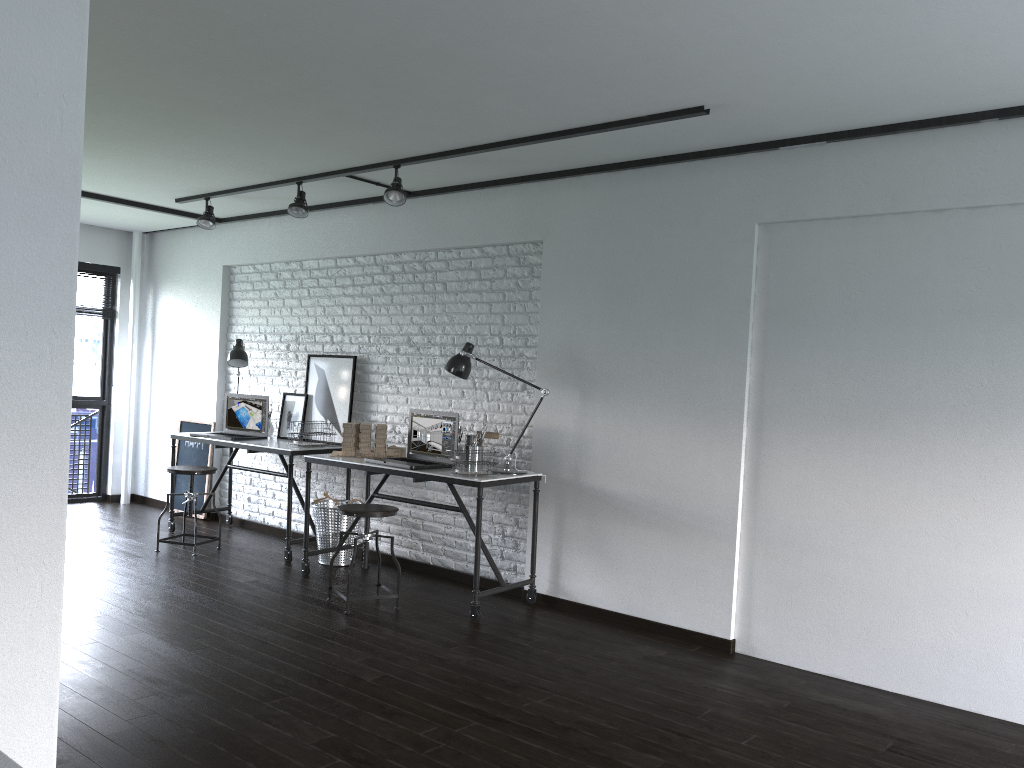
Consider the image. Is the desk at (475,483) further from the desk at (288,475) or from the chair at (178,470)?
the chair at (178,470)

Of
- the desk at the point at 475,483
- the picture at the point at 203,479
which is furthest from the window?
the desk at the point at 475,483

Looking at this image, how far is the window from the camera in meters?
7.6

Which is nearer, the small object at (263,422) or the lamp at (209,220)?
the lamp at (209,220)

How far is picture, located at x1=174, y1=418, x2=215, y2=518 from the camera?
7.1m

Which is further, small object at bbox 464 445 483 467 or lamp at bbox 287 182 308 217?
lamp at bbox 287 182 308 217

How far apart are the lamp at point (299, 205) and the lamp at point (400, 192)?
0.8m

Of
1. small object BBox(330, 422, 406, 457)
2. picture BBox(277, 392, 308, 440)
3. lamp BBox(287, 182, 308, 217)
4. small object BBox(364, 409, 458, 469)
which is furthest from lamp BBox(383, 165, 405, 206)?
picture BBox(277, 392, 308, 440)

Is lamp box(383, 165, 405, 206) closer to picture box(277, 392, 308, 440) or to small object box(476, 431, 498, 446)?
small object box(476, 431, 498, 446)

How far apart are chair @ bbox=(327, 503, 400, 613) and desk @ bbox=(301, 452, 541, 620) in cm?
20
